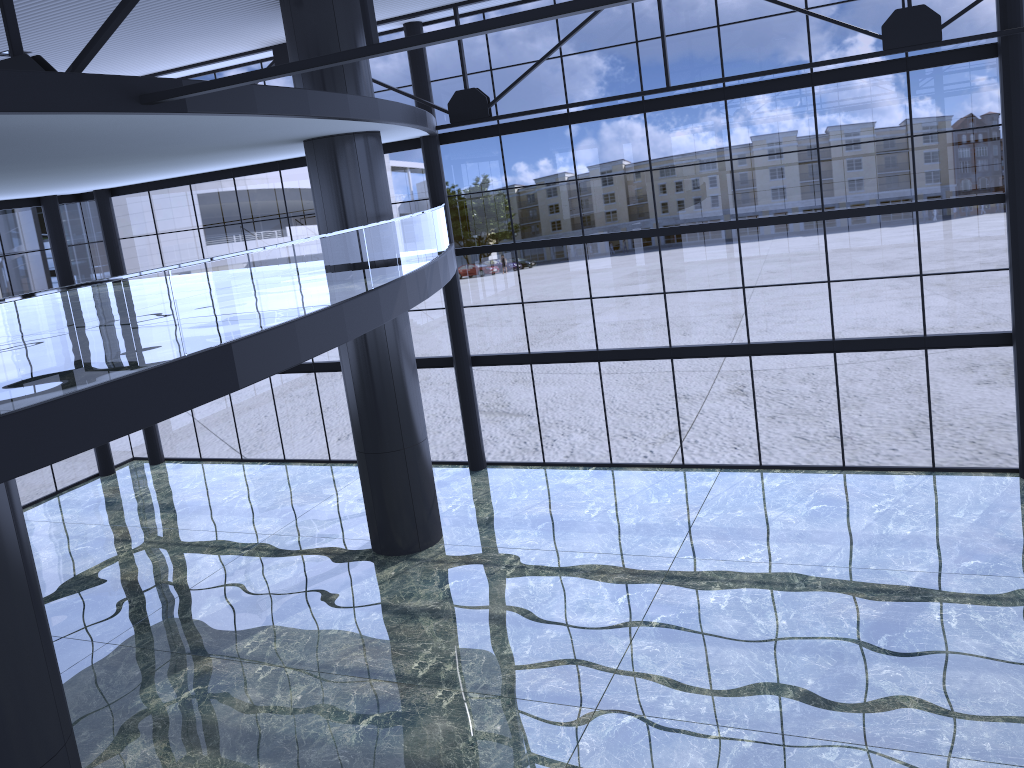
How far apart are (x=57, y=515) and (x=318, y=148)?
14.9m
